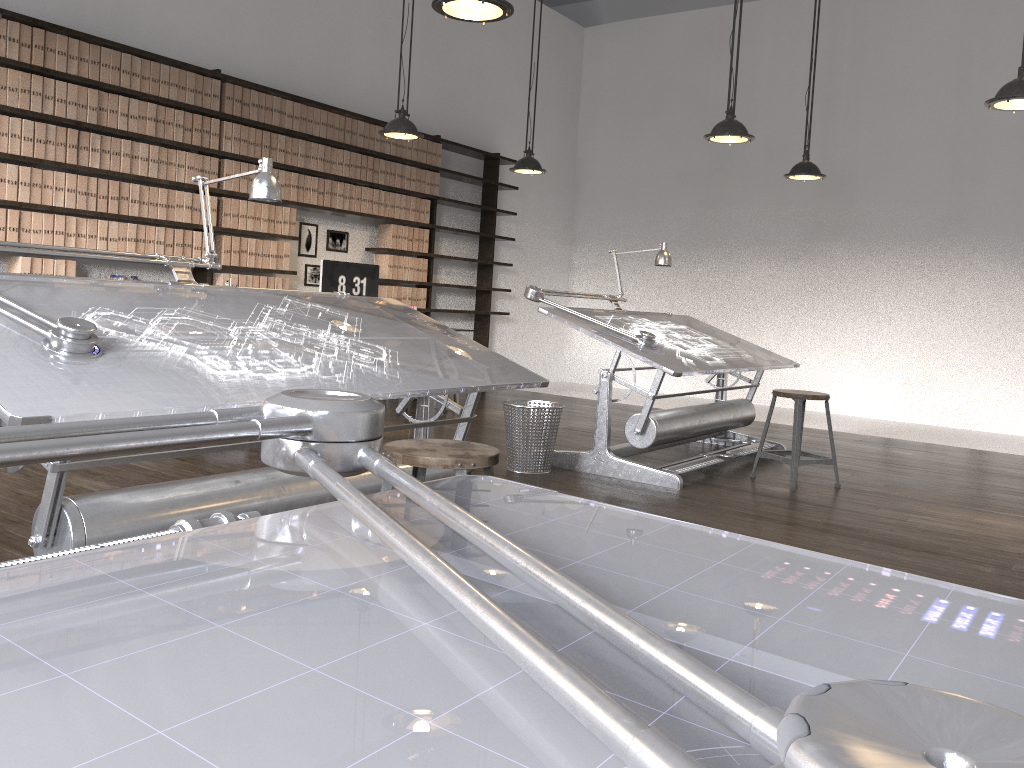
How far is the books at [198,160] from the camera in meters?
6.2

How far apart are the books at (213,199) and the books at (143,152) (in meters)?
0.55

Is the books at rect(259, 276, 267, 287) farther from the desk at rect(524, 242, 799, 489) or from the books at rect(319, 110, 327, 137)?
the desk at rect(524, 242, 799, 489)

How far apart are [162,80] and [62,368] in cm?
444

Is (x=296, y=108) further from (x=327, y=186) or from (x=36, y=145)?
(x=36, y=145)

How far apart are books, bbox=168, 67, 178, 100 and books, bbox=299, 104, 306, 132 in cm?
113

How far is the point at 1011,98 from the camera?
4.1 meters

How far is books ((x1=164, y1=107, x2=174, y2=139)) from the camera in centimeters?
597cm

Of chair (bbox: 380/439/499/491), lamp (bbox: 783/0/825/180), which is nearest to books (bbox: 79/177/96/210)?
chair (bbox: 380/439/499/491)

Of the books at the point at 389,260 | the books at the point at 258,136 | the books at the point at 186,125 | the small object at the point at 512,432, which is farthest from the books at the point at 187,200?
the small object at the point at 512,432
